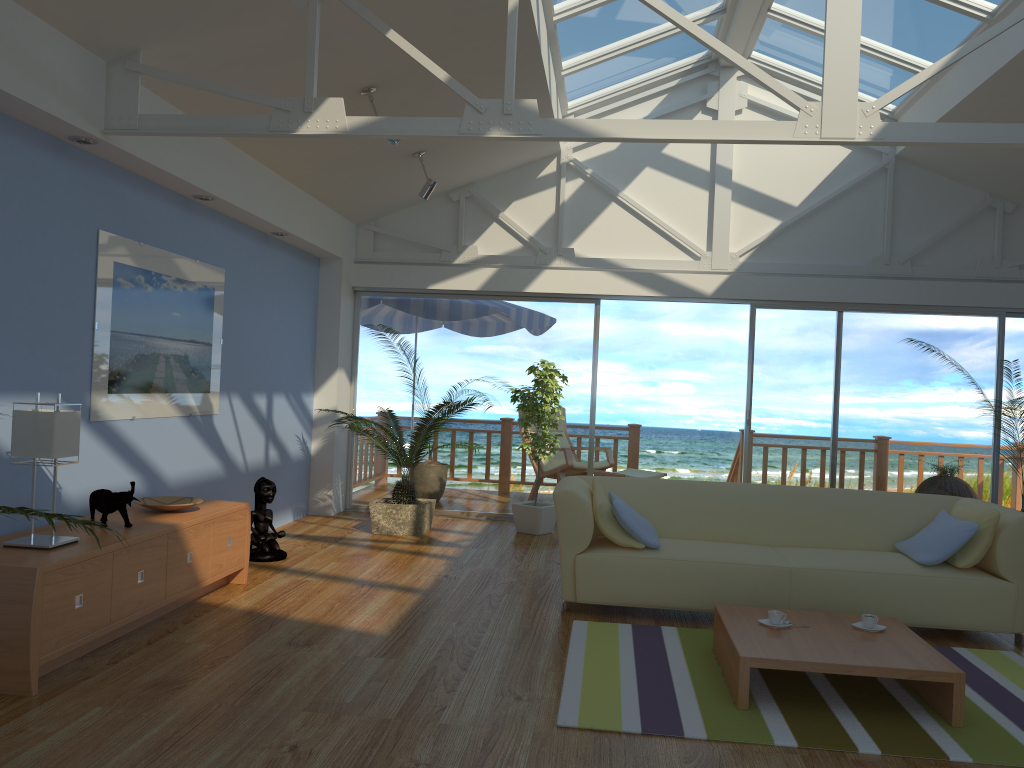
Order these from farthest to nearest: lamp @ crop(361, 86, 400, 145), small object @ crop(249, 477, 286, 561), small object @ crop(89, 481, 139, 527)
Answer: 1. small object @ crop(249, 477, 286, 561)
2. lamp @ crop(361, 86, 400, 145)
3. small object @ crop(89, 481, 139, 527)

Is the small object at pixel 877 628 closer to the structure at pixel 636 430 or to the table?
the table

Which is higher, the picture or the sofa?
the picture

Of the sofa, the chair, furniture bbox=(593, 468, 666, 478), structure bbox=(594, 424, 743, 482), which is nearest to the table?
the sofa

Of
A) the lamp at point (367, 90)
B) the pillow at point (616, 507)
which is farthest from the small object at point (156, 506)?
the lamp at point (367, 90)

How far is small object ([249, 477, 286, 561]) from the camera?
5.6m

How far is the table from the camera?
3.23m

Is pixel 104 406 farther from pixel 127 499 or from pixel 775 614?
pixel 775 614

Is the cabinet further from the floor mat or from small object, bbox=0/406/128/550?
the floor mat

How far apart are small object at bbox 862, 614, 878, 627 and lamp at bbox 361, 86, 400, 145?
3.6 meters
